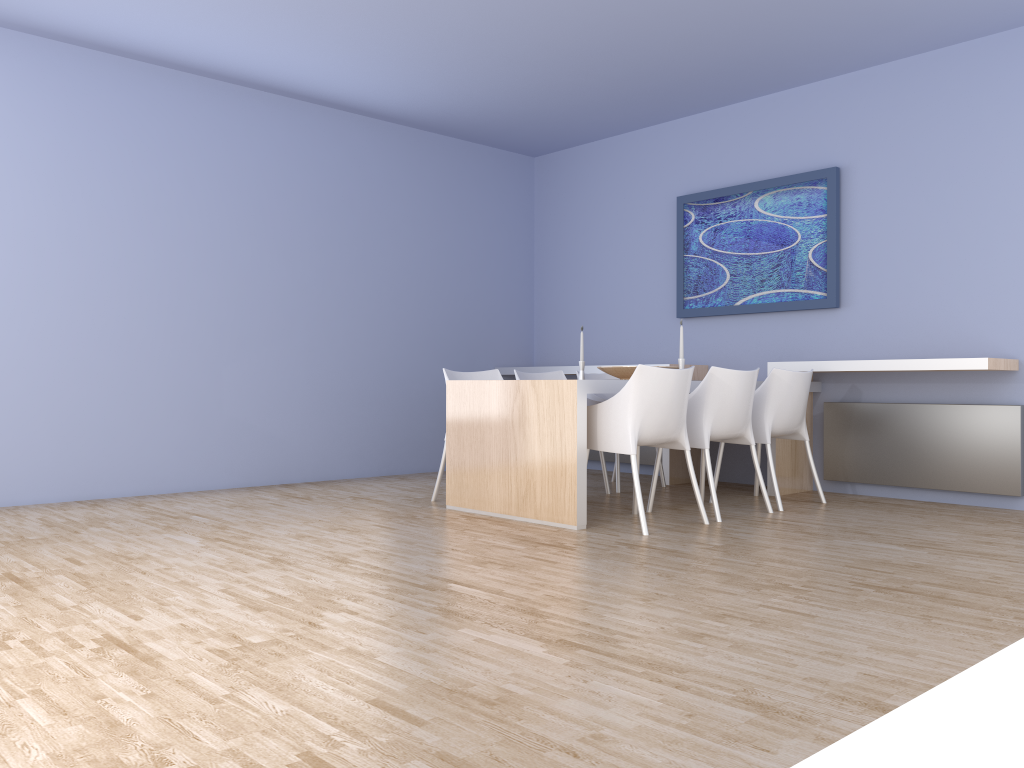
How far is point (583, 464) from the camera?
4.3m

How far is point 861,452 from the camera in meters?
5.5

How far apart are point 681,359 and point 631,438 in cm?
94

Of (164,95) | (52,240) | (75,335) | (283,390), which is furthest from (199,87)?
(283,390)

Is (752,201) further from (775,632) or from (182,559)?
(182,559)

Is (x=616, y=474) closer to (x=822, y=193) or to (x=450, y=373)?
(x=450, y=373)

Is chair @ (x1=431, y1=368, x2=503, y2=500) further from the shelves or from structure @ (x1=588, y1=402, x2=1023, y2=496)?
structure @ (x1=588, y1=402, x2=1023, y2=496)

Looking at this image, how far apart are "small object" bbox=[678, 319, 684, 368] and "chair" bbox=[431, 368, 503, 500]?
1.2m

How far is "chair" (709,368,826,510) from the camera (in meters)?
4.99

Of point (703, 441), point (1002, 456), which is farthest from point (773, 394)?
point (1002, 456)
